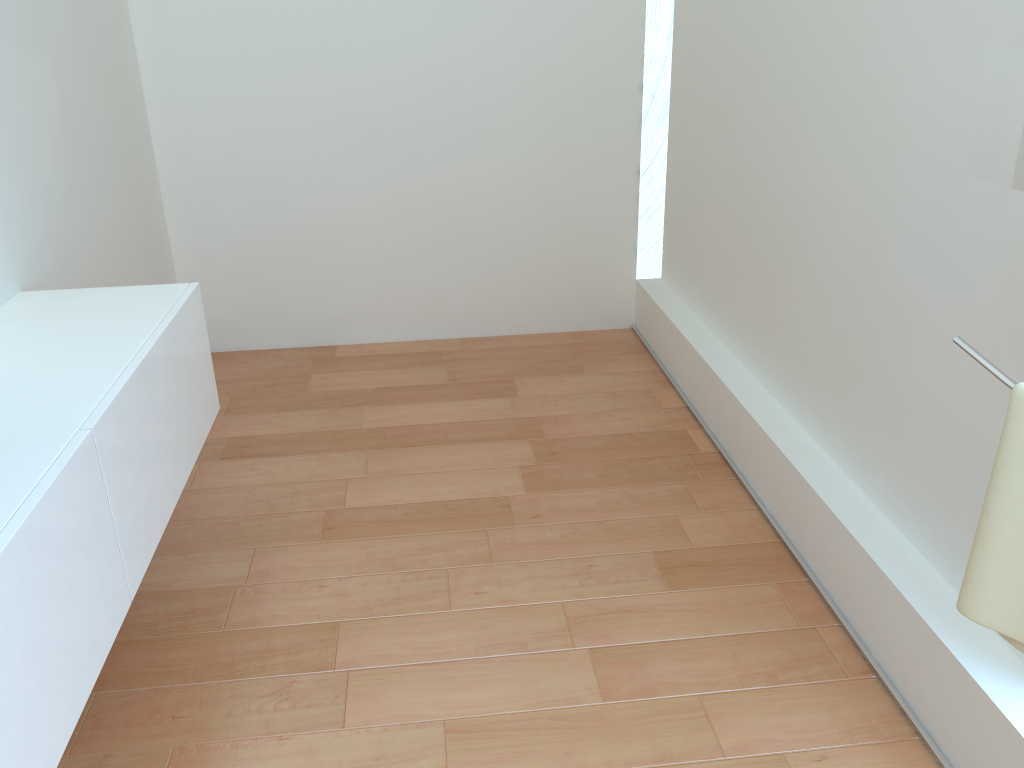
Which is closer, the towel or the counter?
the towel

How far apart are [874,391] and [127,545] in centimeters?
175cm

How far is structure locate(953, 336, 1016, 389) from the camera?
1.1m

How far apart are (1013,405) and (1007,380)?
0.04m

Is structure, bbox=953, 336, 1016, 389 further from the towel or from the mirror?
the mirror

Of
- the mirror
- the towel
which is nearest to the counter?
the towel

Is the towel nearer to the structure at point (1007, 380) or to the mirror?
the structure at point (1007, 380)

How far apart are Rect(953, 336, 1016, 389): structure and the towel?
0.0m

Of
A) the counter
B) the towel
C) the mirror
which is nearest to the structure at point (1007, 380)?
the towel

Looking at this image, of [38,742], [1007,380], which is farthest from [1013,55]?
[38,742]
